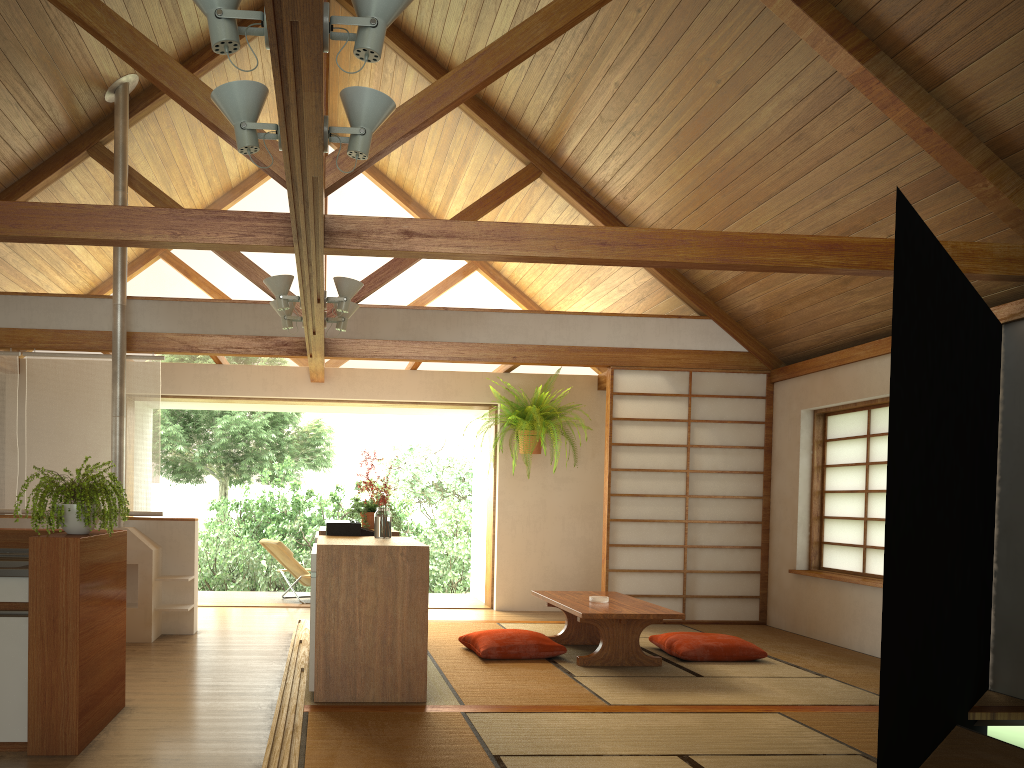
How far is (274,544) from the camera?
8.3 meters

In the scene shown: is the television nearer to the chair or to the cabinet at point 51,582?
the cabinet at point 51,582

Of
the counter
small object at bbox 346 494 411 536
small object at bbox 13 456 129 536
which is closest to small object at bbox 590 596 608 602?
small object at bbox 346 494 411 536

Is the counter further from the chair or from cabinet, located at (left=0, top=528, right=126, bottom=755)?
the chair

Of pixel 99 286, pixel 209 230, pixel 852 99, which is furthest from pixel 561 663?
pixel 99 286

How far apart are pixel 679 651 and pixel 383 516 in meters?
2.1

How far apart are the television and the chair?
3.4 meters

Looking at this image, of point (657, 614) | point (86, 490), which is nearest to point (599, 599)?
point (657, 614)

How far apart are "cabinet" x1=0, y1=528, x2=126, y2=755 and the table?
2.4 meters

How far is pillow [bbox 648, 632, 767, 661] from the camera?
5.53m
